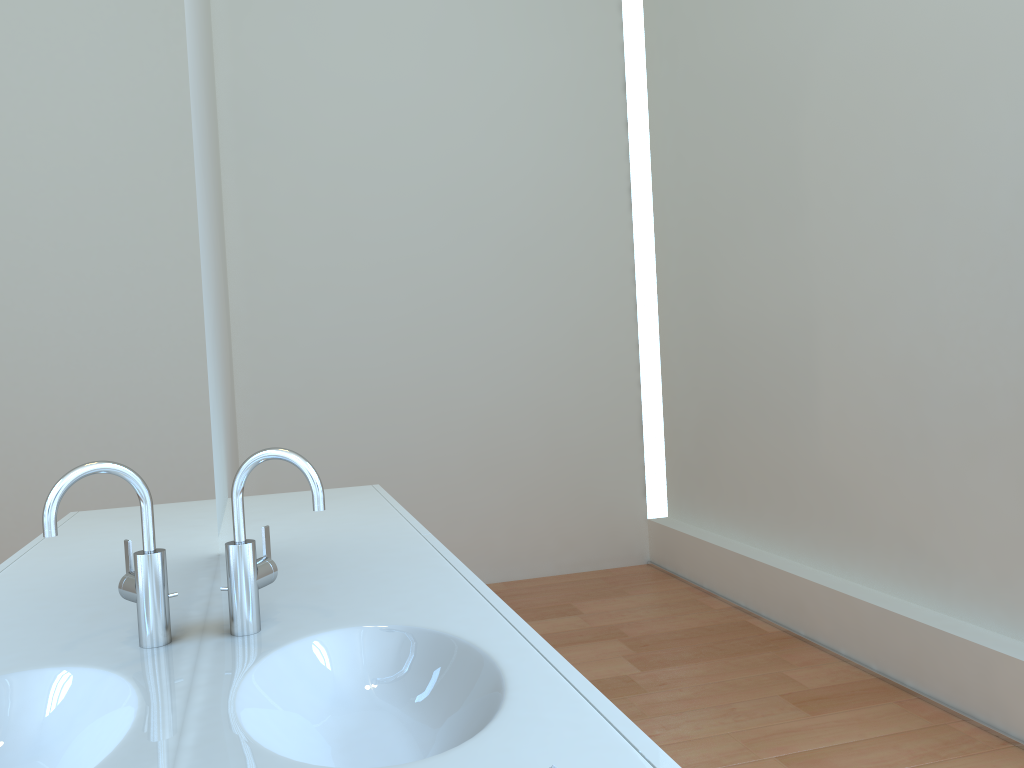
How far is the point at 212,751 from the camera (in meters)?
0.89

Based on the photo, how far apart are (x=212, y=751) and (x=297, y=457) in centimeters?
45cm

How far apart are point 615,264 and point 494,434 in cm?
109

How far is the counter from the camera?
0.9 meters

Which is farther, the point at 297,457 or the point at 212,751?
the point at 297,457

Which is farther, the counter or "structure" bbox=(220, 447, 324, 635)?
"structure" bbox=(220, 447, 324, 635)

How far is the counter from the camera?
0.9 meters

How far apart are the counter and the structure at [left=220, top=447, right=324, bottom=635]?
0.0m

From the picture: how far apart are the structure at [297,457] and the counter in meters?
0.0

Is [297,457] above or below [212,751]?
above
